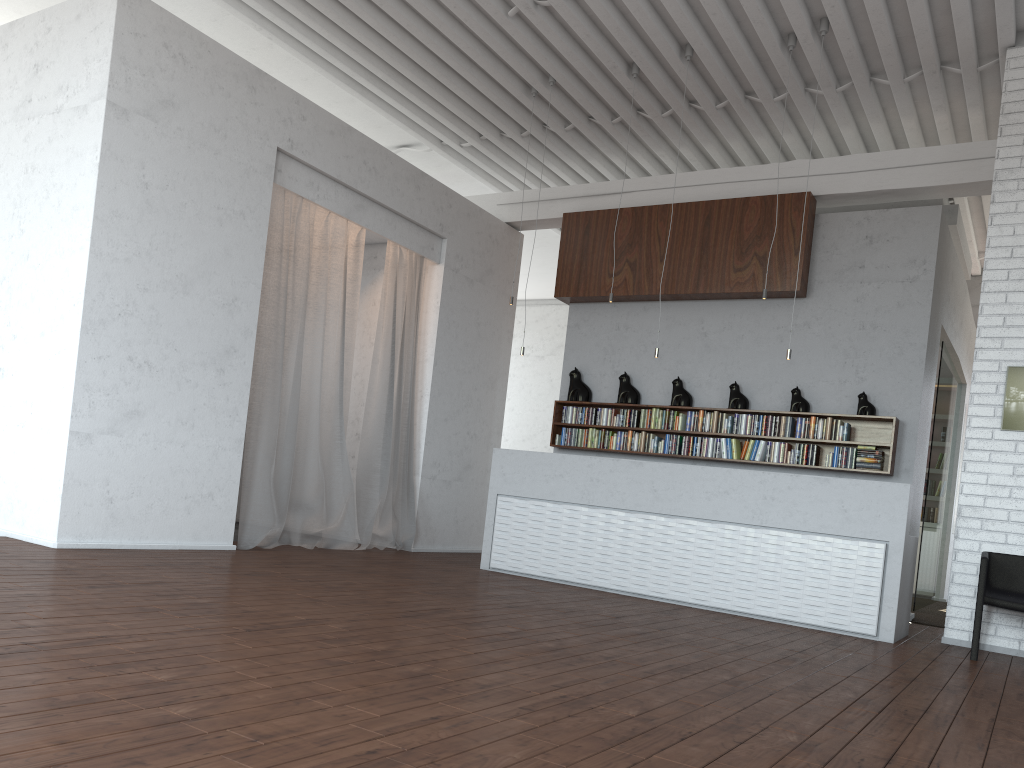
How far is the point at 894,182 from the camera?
8.4 meters
